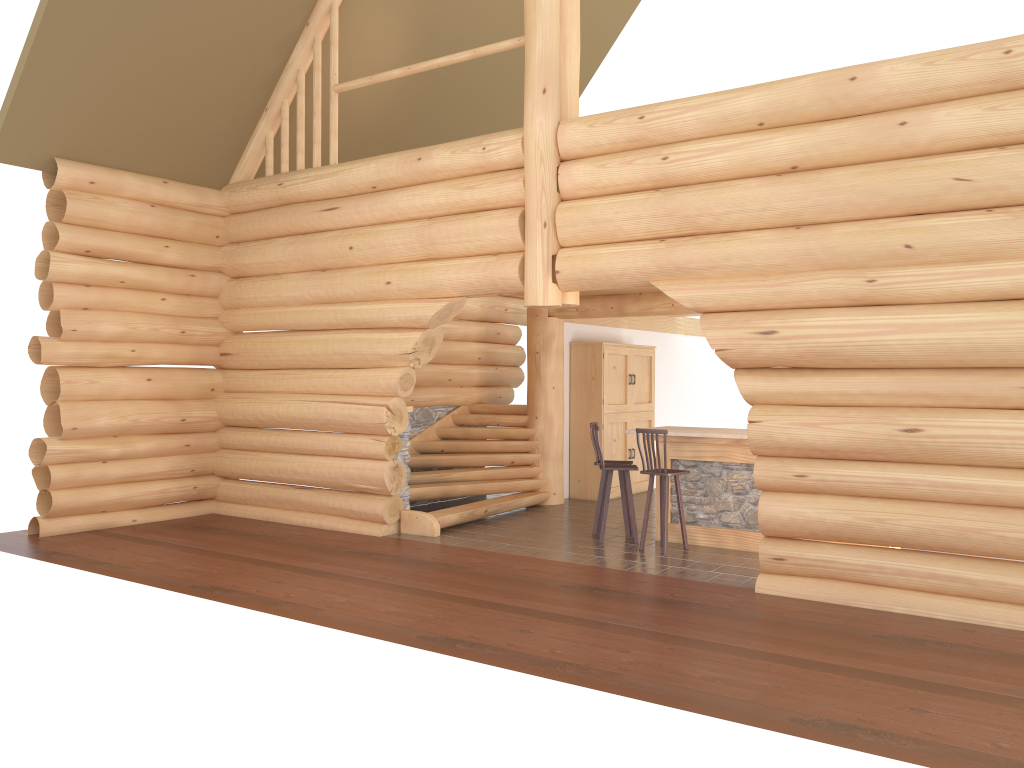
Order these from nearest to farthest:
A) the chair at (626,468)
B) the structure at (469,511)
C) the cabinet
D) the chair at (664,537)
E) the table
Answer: the chair at (664,537) → the table → the chair at (626,468) → the structure at (469,511) → the cabinet

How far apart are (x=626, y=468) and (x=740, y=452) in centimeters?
125cm

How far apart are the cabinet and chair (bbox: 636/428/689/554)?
3.7 meters

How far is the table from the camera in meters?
9.6 m

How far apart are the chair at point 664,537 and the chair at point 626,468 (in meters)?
0.39

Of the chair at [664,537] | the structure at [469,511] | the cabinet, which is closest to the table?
the chair at [664,537]

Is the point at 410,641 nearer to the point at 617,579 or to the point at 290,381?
the point at 617,579

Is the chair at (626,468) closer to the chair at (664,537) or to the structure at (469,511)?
the chair at (664,537)

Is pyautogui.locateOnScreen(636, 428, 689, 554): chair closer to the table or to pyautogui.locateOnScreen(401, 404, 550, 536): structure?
the table

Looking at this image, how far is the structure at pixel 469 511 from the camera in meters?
11.1 m
